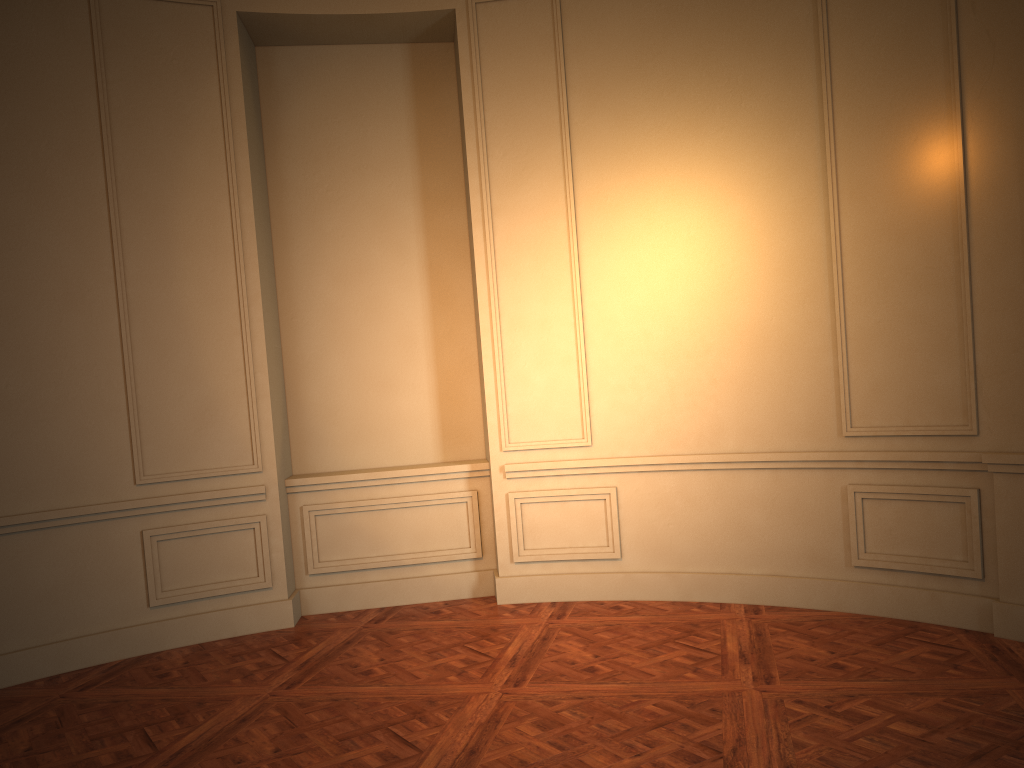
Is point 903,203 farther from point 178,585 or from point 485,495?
point 178,585
